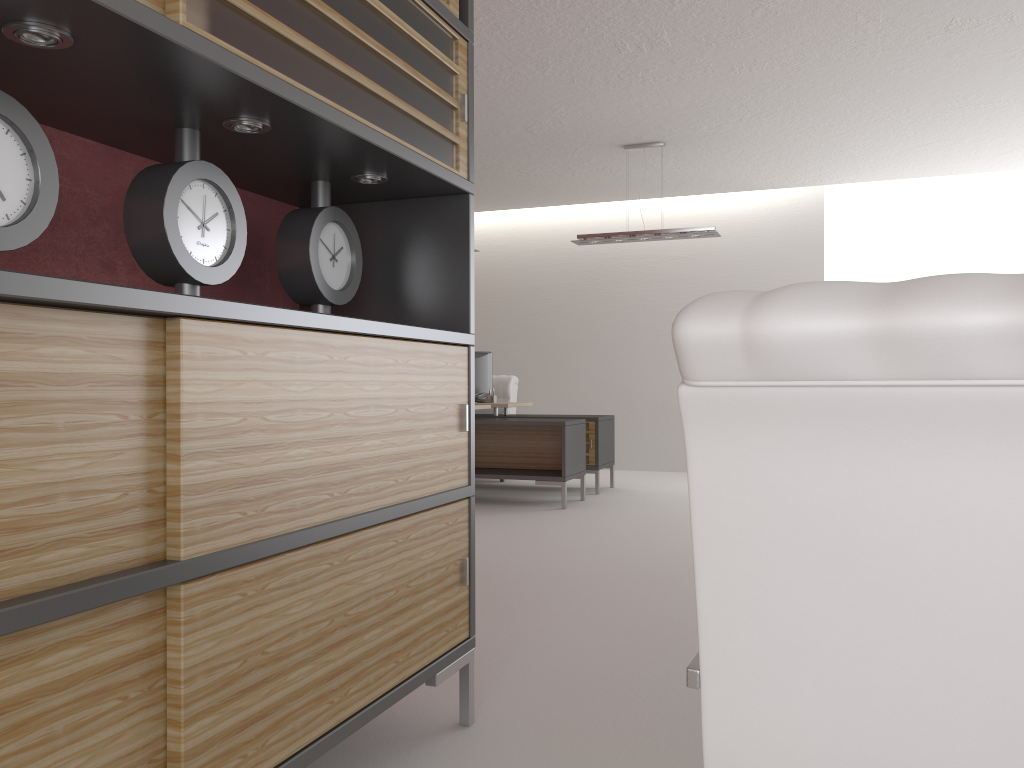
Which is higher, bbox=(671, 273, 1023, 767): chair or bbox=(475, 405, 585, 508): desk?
bbox=(671, 273, 1023, 767): chair

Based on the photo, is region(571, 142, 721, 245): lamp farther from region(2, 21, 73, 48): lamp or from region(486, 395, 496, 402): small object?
region(2, 21, 73, 48): lamp

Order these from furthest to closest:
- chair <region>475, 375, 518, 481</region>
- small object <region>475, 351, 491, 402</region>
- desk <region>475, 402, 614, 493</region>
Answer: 1. chair <region>475, 375, 518, 481</region>
2. small object <region>475, 351, 491, 402</region>
3. desk <region>475, 402, 614, 493</region>

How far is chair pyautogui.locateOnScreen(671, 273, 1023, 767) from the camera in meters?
1.3 m

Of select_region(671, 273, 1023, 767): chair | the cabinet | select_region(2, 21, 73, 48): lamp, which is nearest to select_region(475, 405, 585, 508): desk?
the cabinet

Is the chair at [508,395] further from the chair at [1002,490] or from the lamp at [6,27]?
the chair at [1002,490]

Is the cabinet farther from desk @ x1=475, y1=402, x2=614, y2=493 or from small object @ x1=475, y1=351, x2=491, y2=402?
small object @ x1=475, y1=351, x2=491, y2=402

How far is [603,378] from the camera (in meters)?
15.43

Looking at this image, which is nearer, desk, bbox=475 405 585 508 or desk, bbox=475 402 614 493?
desk, bbox=475 405 585 508

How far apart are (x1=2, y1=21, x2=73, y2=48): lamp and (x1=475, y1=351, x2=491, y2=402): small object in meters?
11.1 m
